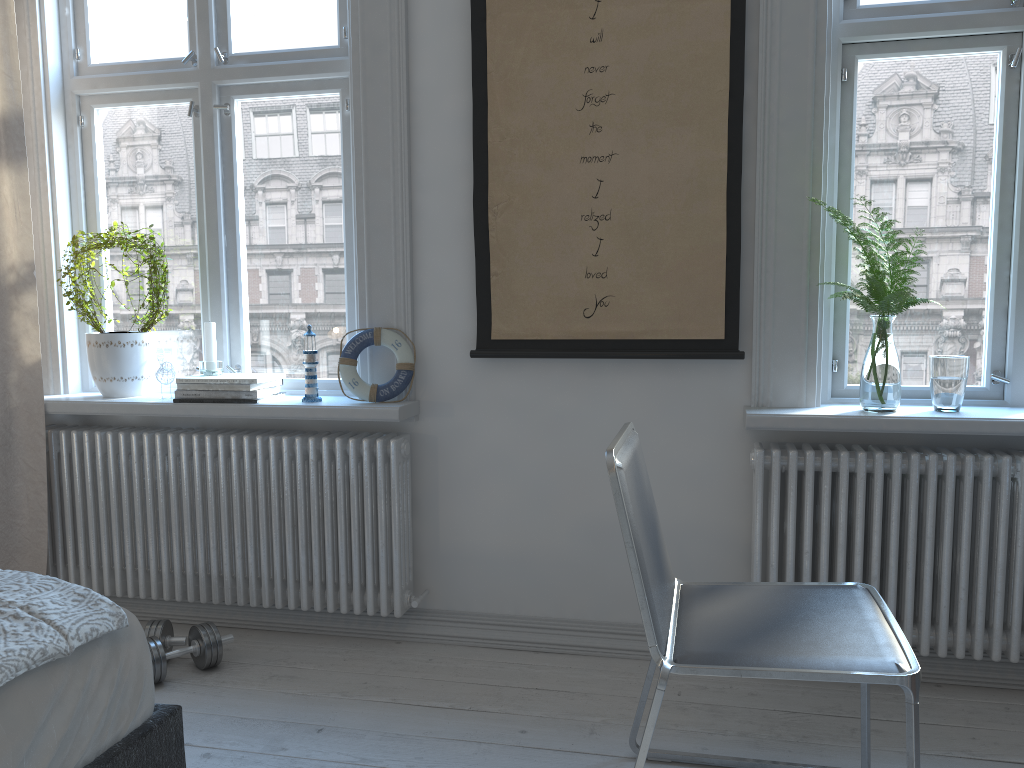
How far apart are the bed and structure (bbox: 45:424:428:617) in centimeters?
105cm

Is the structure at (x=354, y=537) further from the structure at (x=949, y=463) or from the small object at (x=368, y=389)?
the structure at (x=949, y=463)

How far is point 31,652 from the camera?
1.28m

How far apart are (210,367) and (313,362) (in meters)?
0.36

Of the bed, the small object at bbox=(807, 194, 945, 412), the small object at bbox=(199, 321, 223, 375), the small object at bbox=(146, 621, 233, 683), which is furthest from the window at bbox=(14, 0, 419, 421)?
the small object at bbox=(807, 194, 945, 412)

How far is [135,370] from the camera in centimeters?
286cm

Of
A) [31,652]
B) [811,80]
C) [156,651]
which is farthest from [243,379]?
[811,80]

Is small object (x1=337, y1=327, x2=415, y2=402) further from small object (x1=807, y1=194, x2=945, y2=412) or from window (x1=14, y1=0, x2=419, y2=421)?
small object (x1=807, y1=194, x2=945, y2=412)

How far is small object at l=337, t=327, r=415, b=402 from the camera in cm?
265

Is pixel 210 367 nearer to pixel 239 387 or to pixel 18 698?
pixel 239 387
